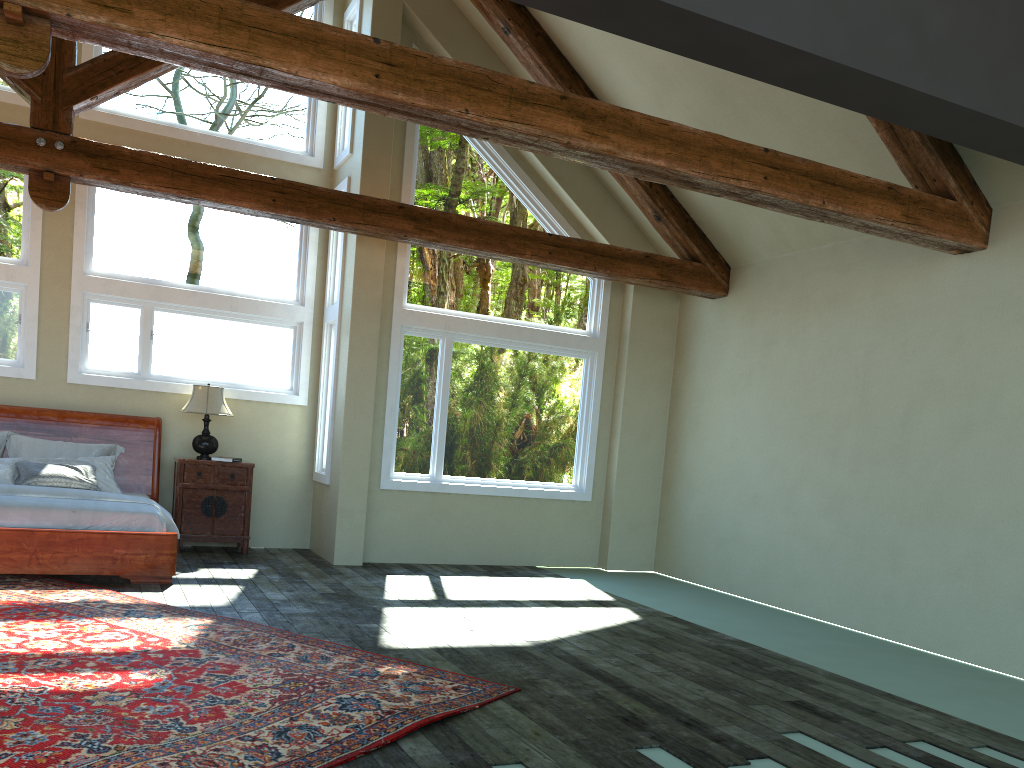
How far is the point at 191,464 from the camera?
8.61m

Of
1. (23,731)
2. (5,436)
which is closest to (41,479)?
(5,436)

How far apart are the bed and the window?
0.4m

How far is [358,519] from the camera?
8.7m

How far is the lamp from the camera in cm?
859

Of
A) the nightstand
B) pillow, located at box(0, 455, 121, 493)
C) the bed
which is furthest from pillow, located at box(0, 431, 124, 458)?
the nightstand

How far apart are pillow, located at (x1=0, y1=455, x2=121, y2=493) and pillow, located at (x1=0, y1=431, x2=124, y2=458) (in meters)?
0.16

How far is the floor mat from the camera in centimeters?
348cm

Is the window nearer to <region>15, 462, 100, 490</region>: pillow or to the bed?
the bed

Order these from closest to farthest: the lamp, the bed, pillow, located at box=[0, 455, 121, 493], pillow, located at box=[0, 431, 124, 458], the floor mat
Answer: the floor mat → the bed → pillow, located at box=[0, 455, 121, 493] → pillow, located at box=[0, 431, 124, 458] → the lamp
